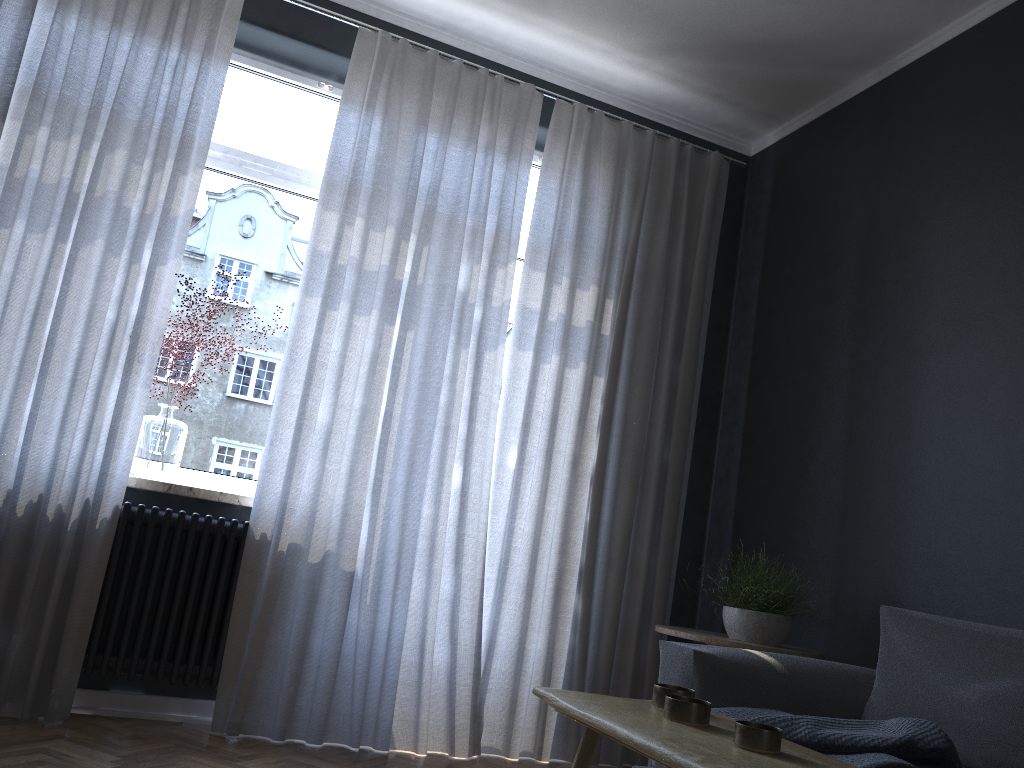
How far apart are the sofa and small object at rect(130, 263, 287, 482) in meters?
1.9 m

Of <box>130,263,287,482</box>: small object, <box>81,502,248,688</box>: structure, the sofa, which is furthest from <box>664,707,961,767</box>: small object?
<box>130,263,287,482</box>: small object

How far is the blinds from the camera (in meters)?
3.05

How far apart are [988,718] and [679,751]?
1.49m

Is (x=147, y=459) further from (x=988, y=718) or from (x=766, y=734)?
(x=988, y=718)

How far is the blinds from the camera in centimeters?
305cm

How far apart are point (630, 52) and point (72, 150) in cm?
231

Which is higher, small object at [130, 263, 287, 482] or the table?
small object at [130, 263, 287, 482]

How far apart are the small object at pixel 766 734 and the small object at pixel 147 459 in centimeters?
234cm

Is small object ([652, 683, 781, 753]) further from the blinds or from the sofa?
the blinds
